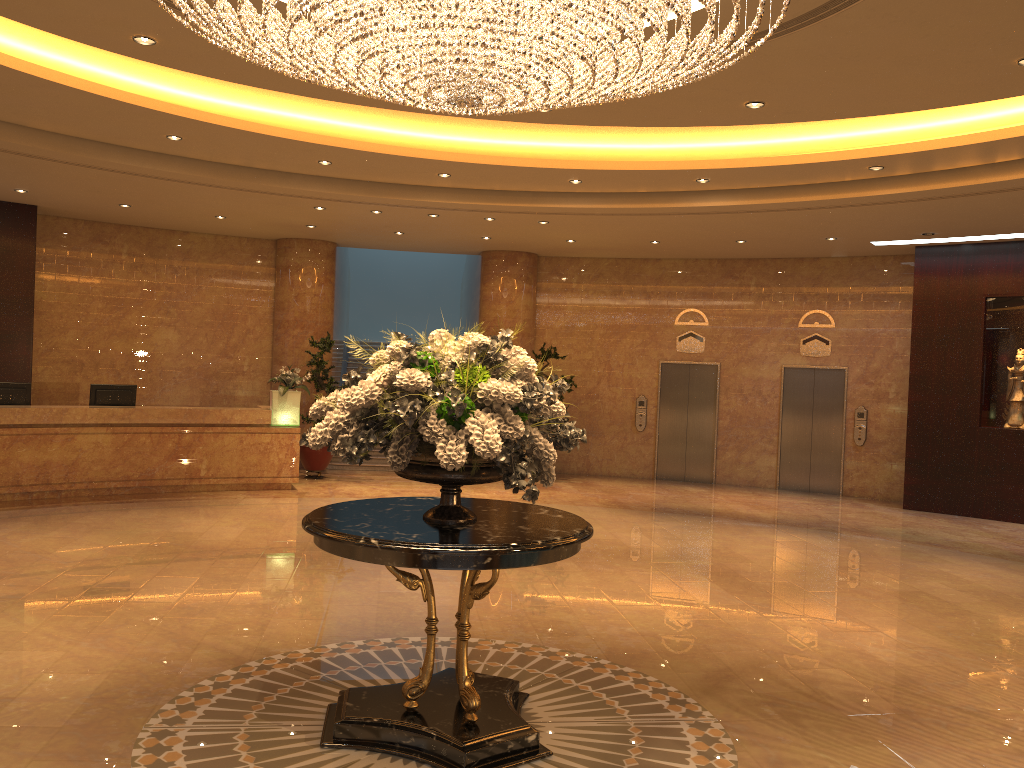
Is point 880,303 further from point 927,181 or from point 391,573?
point 391,573

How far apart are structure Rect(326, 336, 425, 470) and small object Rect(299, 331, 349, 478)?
1.3m

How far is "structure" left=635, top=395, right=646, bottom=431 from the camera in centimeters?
1599cm

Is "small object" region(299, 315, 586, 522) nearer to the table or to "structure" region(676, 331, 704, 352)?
the table

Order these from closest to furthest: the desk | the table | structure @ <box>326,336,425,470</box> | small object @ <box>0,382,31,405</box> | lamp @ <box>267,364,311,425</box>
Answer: the table < the desk < small object @ <box>0,382,31,405</box> < lamp @ <box>267,364,311,425</box> < structure @ <box>326,336,425,470</box>

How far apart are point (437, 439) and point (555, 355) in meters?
11.2

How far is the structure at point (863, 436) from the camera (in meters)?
14.55

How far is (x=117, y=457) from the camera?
11.67m

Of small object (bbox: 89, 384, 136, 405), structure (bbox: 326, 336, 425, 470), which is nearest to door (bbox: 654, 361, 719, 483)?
structure (bbox: 326, 336, 425, 470)

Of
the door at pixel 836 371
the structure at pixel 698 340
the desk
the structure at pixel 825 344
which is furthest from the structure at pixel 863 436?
the desk
